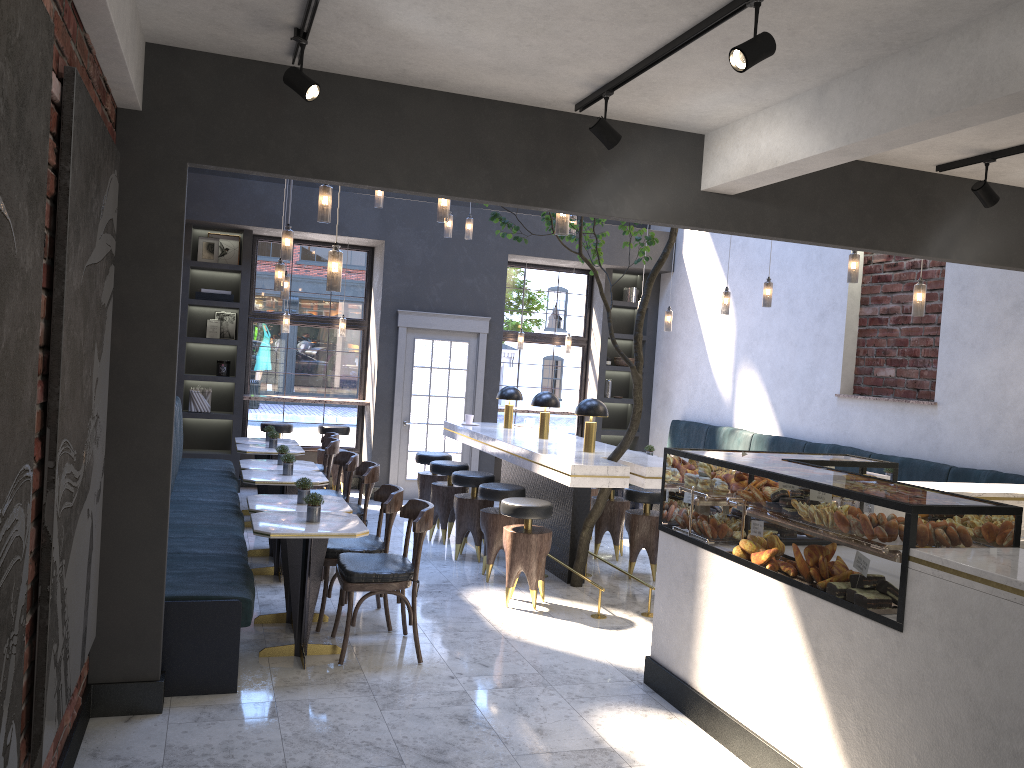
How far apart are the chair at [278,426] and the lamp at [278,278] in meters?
3.3 m

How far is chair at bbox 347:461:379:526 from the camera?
6.59m

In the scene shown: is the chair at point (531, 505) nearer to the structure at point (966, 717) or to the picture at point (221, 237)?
the structure at point (966, 717)

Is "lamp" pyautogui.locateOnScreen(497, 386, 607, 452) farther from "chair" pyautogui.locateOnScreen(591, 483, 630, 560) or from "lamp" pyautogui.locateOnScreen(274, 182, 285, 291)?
"lamp" pyautogui.locateOnScreen(274, 182, 285, 291)

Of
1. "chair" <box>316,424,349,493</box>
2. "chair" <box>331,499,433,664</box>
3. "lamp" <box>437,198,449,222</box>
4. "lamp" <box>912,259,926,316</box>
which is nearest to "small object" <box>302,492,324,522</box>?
"chair" <box>331,499,433,664</box>

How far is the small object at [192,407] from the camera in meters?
10.0 m

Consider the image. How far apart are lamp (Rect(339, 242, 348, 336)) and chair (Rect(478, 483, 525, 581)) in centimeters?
442cm

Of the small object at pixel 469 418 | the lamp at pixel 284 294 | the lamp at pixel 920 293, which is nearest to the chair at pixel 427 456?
the small object at pixel 469 418

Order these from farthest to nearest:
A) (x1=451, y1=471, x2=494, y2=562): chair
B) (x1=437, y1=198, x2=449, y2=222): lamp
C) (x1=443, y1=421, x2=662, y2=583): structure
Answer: (x1=451, y1=471, x2=494, y2=562): chair
(x1=443, y1=421, x2=662, y2=583): structure
(x1=437, y1=198, x2=449, y2=222): lamp

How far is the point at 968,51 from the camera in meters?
3.1 m
